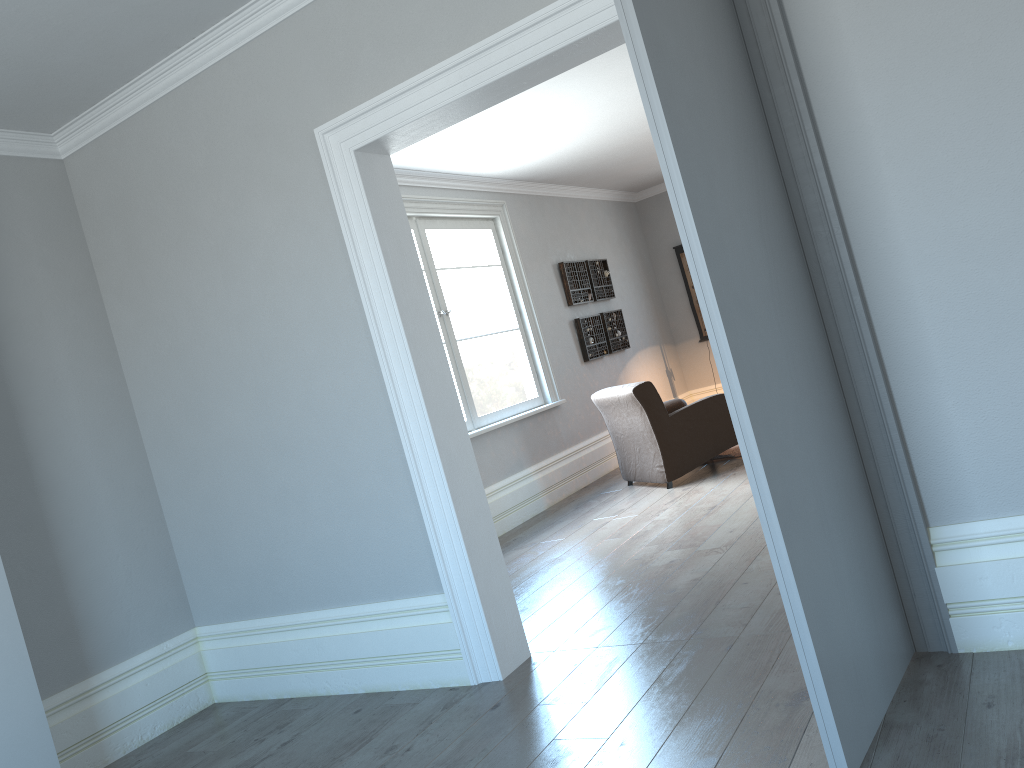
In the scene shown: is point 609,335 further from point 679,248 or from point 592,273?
point 679,248

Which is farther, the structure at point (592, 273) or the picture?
the picture

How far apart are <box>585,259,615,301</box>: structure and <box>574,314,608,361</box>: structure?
0.2m

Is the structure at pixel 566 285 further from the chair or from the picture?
the picture

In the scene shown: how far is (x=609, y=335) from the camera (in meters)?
8.75

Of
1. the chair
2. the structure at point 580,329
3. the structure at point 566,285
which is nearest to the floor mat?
the chair

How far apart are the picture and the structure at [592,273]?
1.4m

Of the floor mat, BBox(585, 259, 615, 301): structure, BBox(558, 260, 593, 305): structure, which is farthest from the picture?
the floor mat

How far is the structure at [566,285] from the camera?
8.2 meters

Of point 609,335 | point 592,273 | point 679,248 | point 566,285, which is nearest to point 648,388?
point 566,285
